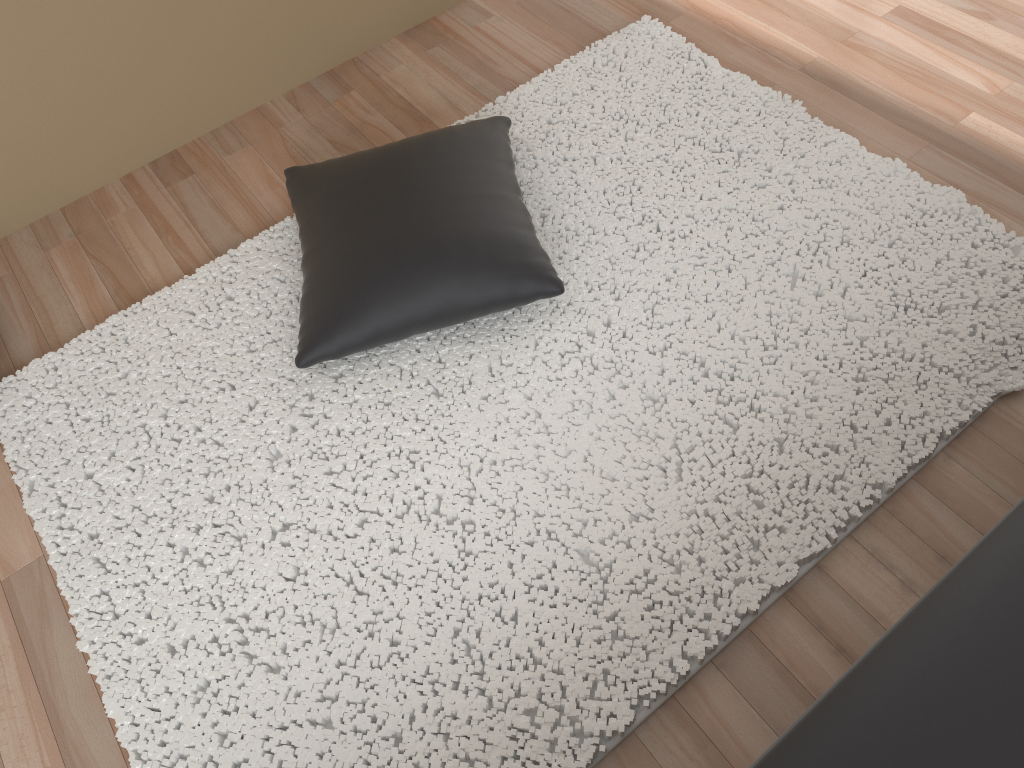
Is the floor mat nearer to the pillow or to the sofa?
the pillow

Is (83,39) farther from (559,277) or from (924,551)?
(924,551)

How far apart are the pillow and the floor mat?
0.05m

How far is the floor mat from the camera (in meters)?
1.52

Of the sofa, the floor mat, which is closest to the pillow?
the floor mat

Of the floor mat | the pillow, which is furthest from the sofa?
the pillow

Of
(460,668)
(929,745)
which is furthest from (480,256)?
(929,745)

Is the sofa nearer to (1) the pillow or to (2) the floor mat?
(2) the floor mat

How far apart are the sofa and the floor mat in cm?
45

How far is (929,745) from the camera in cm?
97
